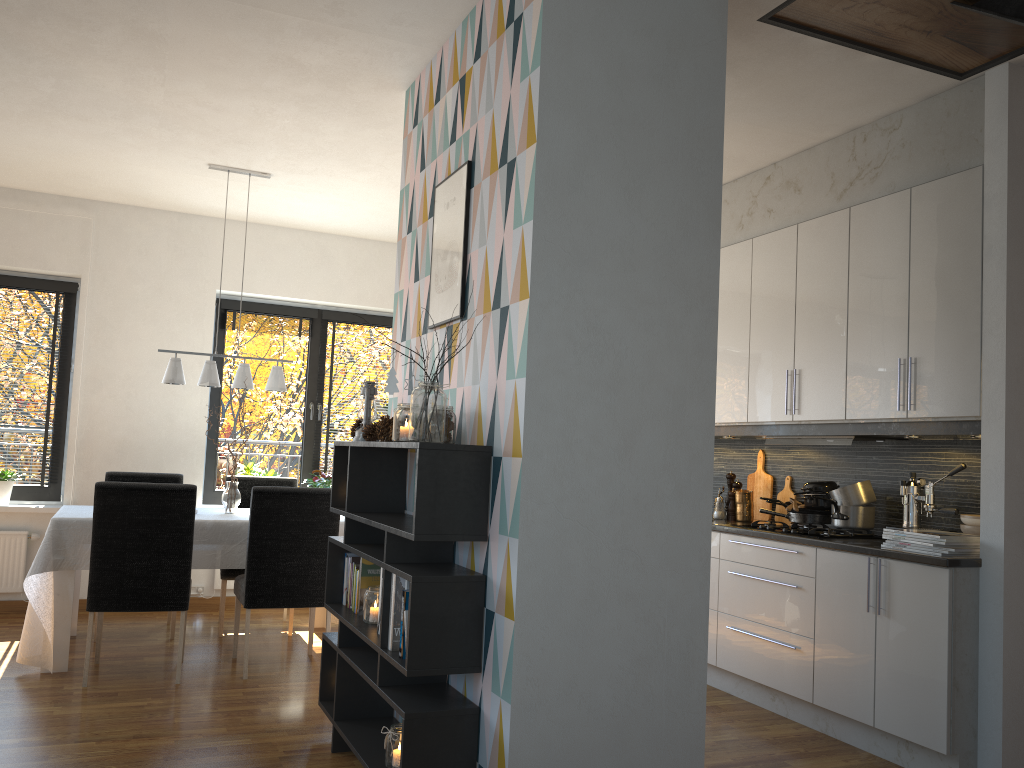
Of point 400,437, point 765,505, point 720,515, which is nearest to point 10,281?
point 400,437

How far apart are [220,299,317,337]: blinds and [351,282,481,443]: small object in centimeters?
410cm

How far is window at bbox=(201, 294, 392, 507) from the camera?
6.6m

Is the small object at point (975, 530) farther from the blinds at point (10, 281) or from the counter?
the blinds at point (10, 281)

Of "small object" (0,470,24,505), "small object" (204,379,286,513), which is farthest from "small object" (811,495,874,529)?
"small object" (0,470,24,505)

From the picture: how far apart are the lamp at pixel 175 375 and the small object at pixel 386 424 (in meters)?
2.18

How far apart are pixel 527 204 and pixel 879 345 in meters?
2.1

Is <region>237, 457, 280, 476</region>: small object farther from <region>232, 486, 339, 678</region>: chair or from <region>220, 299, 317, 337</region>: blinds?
<region>232, 486, 339, 678</region>: chair

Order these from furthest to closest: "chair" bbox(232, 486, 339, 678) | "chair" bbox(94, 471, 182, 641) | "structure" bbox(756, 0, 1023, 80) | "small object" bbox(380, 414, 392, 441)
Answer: "chair" bbox(94, 471, 182, 641)
"chair" bbox(232, 486, 339, 678)
"small object" bbox(380, 414, 392, 441)
"structure" bbox(756, 0, 1023, 80)

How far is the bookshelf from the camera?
2.6 meters
